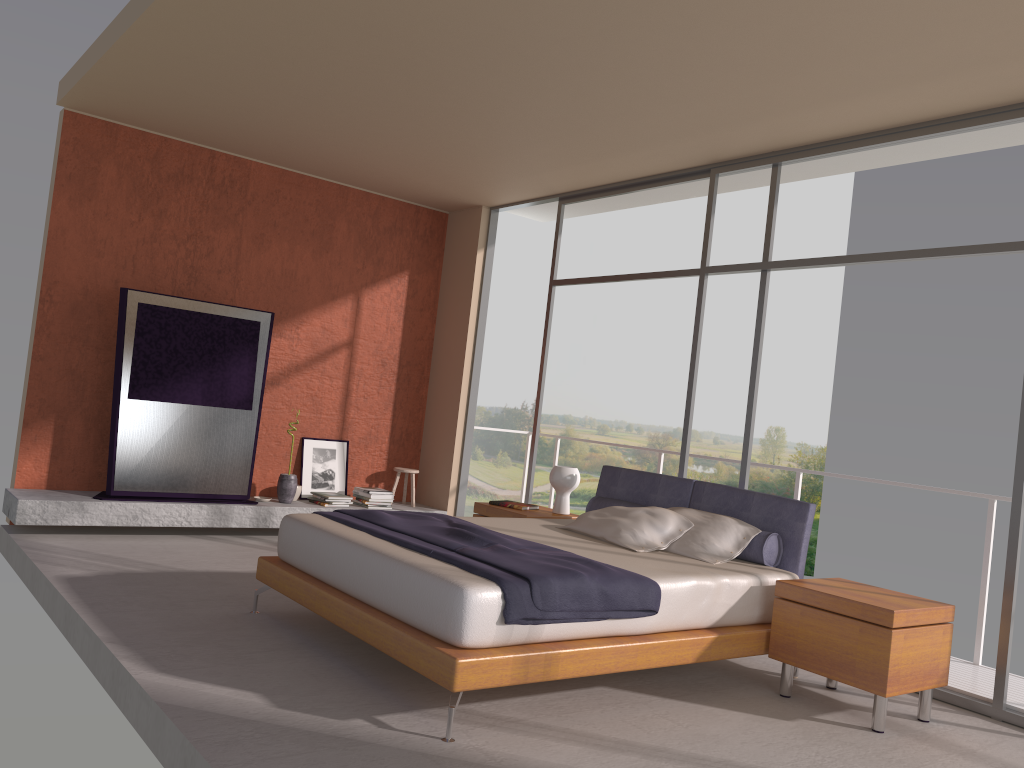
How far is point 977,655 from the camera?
5.2m

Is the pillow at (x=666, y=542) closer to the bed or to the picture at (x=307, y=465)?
the bed

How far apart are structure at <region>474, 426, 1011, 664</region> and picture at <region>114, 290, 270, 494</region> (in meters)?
4.26

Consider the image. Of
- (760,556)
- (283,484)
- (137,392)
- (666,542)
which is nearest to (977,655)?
(760,556)

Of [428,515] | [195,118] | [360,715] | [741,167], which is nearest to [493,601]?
[360,715]

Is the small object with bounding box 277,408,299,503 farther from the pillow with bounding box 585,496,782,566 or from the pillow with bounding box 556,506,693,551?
the pillow with bounding box 556,506,693,551

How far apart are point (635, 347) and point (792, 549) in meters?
20.4

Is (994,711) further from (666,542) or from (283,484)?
(283,484)

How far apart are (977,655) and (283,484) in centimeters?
524cm

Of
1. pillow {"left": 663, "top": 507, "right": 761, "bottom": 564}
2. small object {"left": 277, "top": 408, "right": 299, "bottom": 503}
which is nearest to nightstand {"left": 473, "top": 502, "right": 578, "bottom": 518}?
pillow {"left": 663, "top": 507, "right": 761, "bottom": 564}
